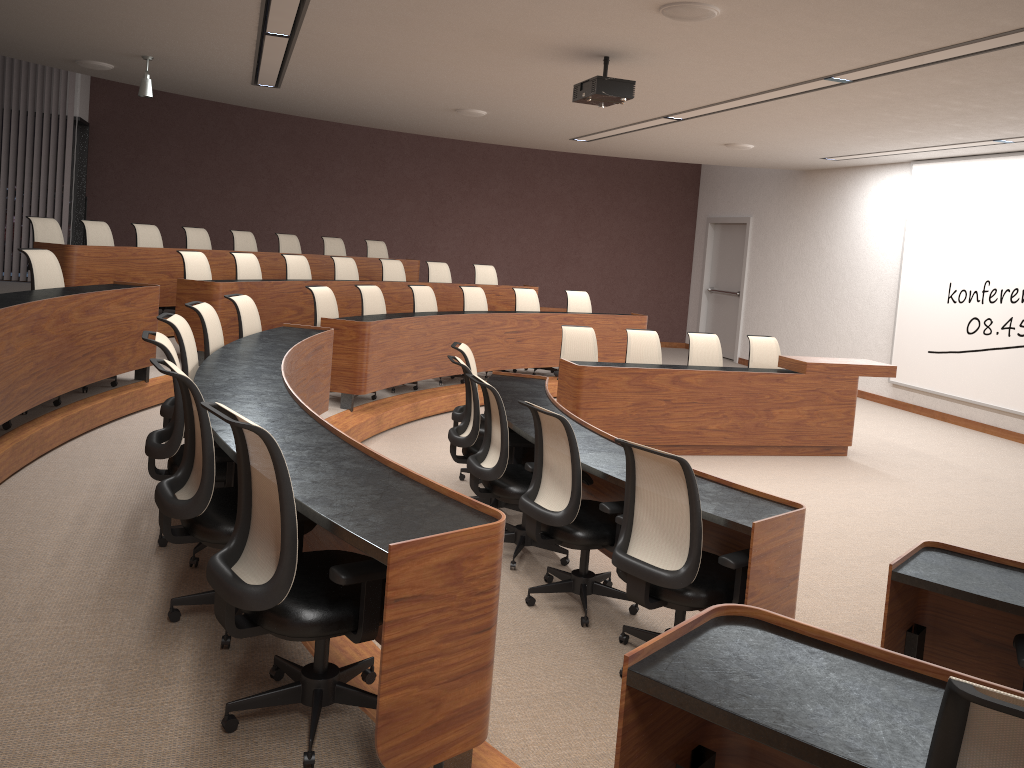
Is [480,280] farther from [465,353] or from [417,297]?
[465,353]

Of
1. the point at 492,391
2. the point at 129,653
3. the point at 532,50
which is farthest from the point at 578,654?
the point at 532,50

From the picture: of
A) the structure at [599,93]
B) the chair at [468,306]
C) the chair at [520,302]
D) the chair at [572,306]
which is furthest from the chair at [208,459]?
the chair at [572,306]

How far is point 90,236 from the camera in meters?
8.7 m

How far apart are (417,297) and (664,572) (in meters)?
6.03

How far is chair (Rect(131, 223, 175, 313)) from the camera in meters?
9.3 m

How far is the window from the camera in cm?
1263

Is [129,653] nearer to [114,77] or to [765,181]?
[114,77]

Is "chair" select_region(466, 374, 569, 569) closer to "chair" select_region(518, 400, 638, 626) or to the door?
"chair" select_region(518, 400, 638, 626)

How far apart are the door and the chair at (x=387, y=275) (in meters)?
6.31
